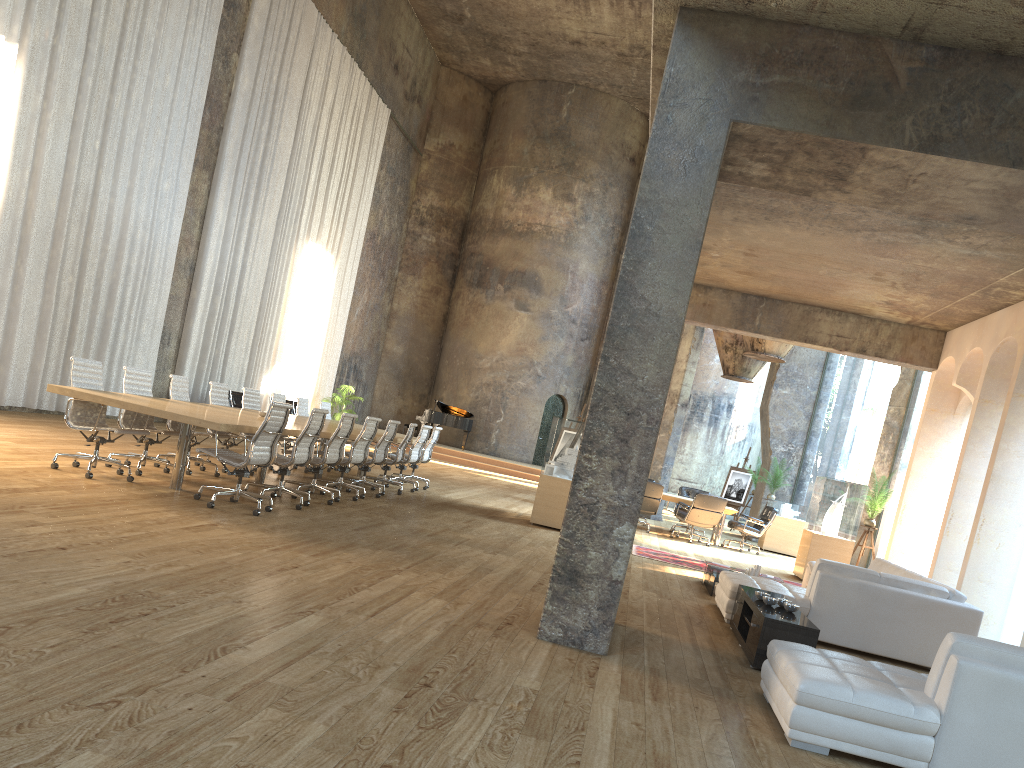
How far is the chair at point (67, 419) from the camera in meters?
7.9 m

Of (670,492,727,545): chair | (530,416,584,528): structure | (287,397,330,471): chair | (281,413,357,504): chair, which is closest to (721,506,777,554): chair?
(670,492,727,545): chair

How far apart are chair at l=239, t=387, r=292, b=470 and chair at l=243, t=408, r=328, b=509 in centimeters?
280cm

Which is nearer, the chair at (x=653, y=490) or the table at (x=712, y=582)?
the table at (x=712, y=582)

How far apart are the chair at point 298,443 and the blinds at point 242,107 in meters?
8.1 m

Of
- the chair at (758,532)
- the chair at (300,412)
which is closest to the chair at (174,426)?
the chair at (300,412)

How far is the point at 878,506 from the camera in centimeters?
1294cm

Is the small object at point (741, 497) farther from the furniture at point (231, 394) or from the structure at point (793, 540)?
the furniture at point (231, 394)

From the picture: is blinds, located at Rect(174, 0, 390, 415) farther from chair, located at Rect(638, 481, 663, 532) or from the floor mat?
the floor mat

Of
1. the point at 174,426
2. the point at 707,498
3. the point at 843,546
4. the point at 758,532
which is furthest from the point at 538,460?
the point at 174,426
